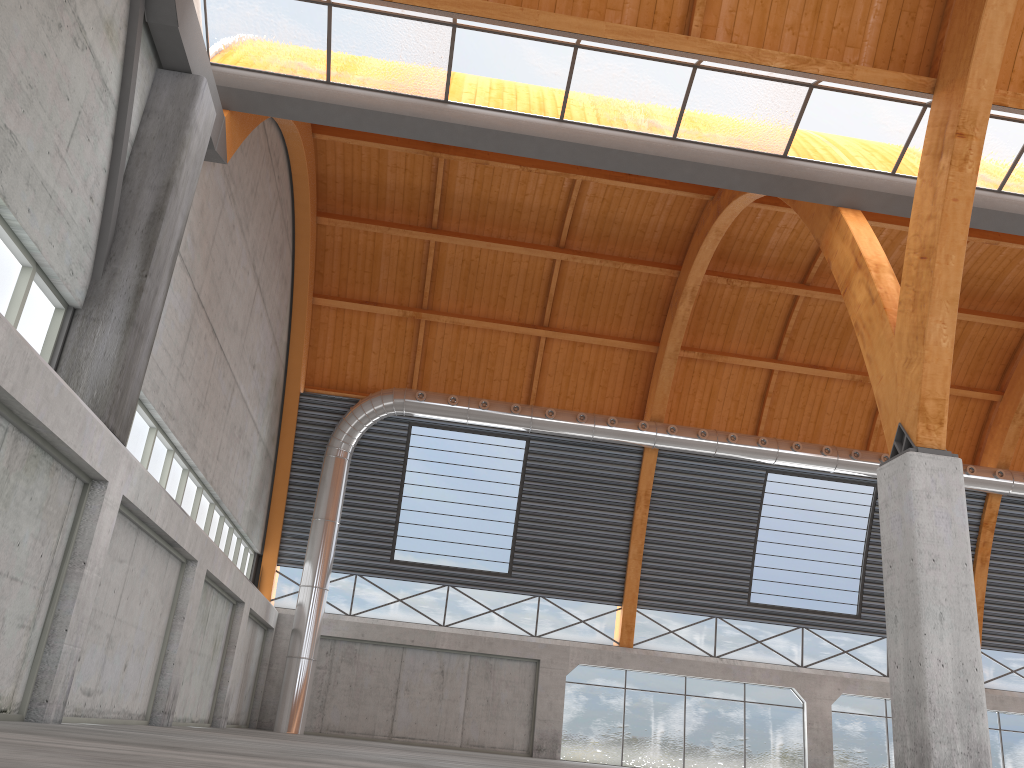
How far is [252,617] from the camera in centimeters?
3399cm

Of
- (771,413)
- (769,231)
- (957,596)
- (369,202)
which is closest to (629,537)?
(771,413)
